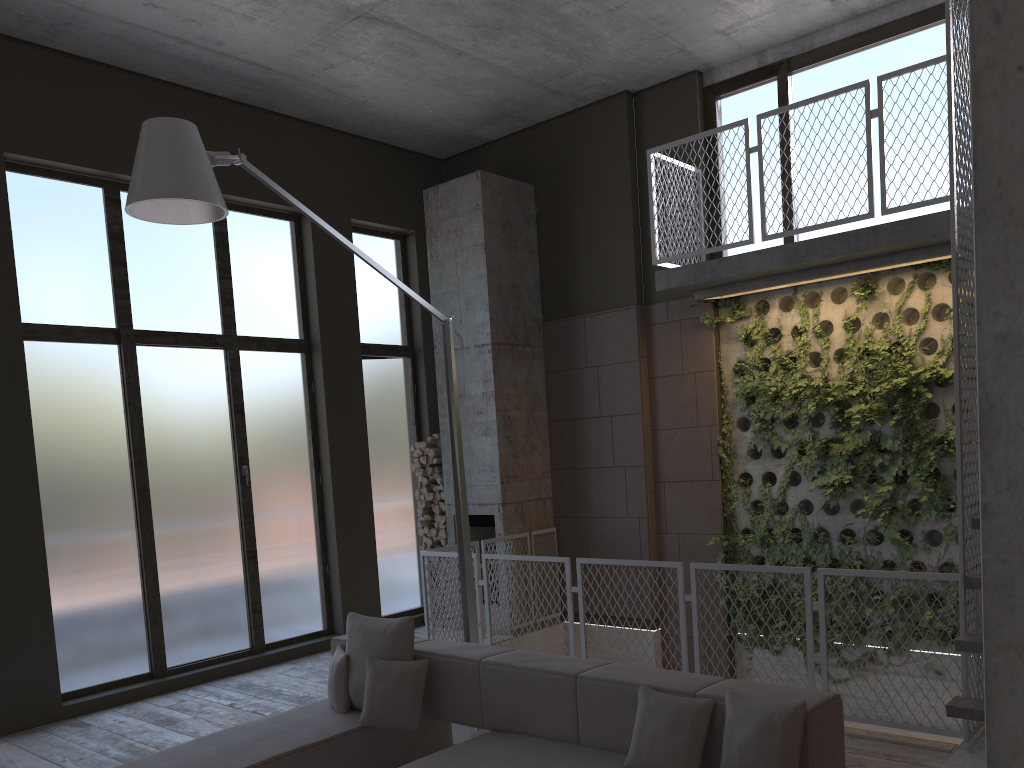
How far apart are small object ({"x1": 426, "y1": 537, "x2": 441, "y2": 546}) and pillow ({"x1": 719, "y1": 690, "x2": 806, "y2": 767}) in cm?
607

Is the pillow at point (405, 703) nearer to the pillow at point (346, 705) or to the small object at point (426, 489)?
the pillow at point (346, 705)

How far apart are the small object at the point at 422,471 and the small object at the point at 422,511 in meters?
0.4

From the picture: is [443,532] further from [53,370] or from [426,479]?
[53,370]

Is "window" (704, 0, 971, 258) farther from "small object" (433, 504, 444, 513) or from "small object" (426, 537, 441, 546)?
"small object" (426, 537, 441, 546)

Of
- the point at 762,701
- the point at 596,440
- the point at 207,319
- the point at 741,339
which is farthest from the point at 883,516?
the point at 207,319

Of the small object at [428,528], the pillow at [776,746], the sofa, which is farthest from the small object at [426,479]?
the pillow at [776,746]

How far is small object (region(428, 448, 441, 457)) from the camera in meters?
9.2 m

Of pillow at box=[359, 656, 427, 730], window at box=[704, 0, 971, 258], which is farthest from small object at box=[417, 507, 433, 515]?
pillow at box=[359, 656, 427, 730]

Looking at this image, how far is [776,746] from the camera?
3.2 meters
